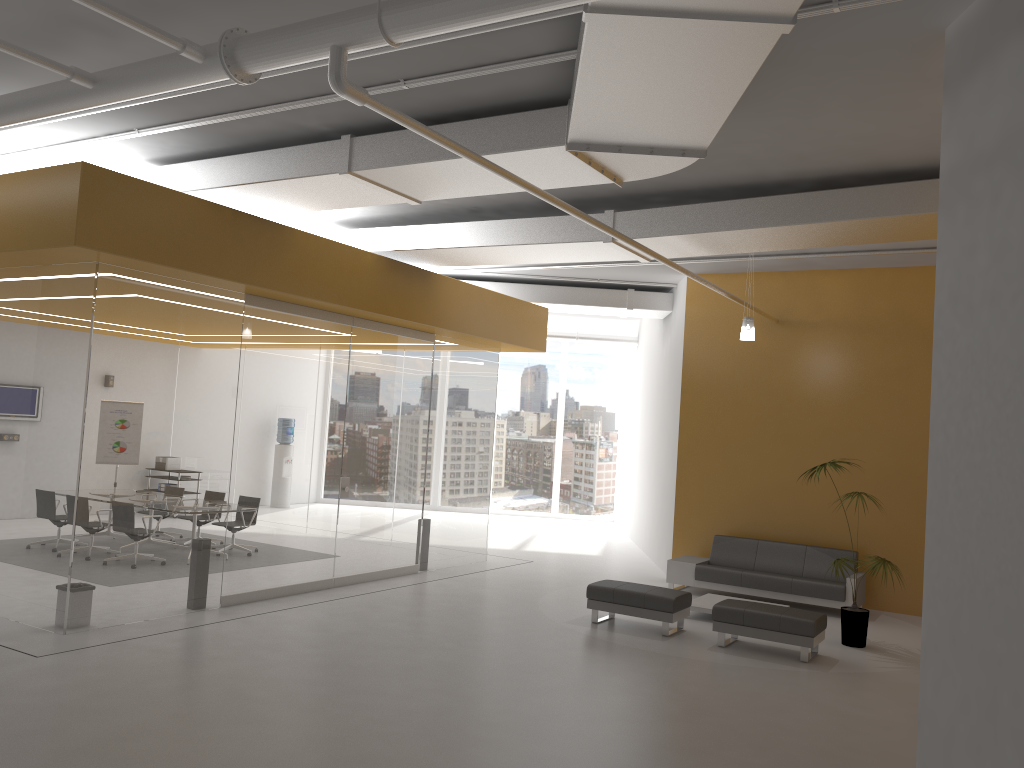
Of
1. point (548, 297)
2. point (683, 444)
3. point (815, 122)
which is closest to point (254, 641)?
point (815, 122)

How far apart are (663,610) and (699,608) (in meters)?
1.13

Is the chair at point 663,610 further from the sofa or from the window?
the window

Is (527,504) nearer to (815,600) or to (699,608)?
(815,600)

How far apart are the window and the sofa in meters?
8.8

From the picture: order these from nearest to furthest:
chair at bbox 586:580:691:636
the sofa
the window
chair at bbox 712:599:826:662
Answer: chair at bbox 712:599:826:662 < chair at bbox 586:580:691:636 < the sofa < the window

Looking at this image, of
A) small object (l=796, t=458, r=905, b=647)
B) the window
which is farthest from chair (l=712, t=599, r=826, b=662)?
the window

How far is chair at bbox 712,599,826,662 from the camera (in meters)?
8.43

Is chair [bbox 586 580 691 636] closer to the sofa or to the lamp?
the sofa

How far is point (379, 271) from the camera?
10.5 meters
